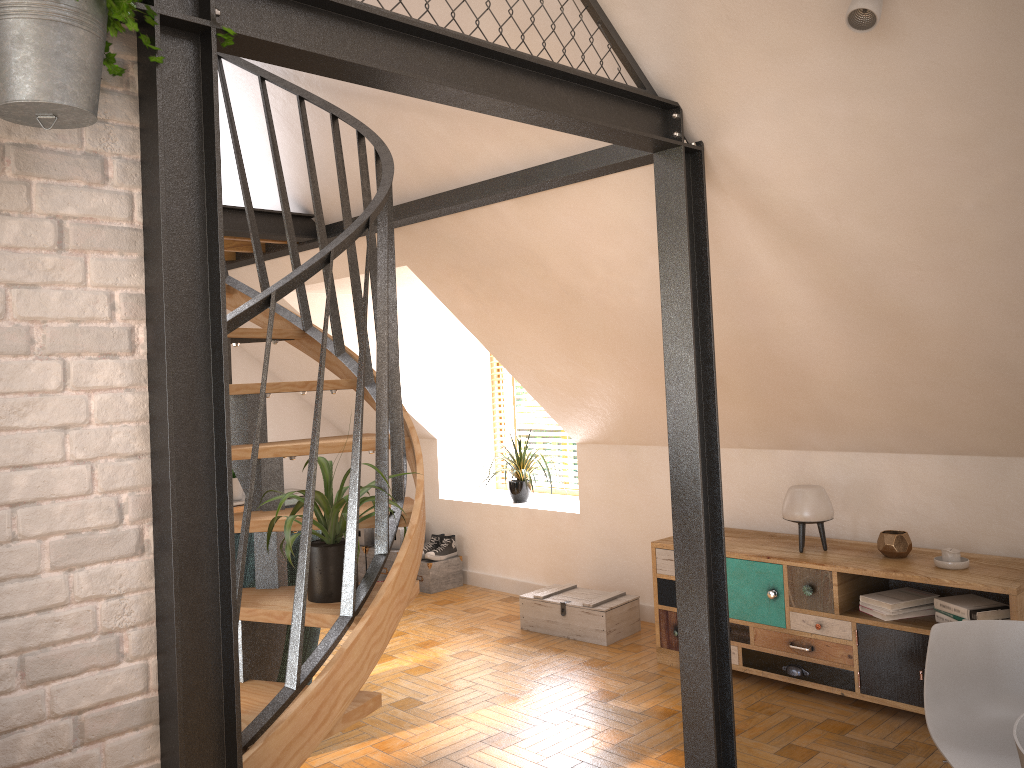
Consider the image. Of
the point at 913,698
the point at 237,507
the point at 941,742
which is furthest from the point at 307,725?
the point at 237,507

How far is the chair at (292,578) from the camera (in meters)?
3.67

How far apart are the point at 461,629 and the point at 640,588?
1.1 meters

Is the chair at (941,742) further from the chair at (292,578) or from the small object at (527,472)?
the small object at (527,472)

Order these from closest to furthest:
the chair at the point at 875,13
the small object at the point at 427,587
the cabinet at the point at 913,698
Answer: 1. the chair at the point at 875,13
2. the cabinet at the point at 913,698
3. the small object at the point at 427,587

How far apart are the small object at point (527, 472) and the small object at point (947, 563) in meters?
2.5 m

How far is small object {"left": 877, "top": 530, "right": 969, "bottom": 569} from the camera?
3.8m

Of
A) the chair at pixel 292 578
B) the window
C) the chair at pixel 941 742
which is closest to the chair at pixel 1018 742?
the chair at pixel 941 742

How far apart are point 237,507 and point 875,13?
5.6 meters

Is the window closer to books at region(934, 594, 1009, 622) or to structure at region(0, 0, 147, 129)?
books at region(934, 594, 1009, 622)
